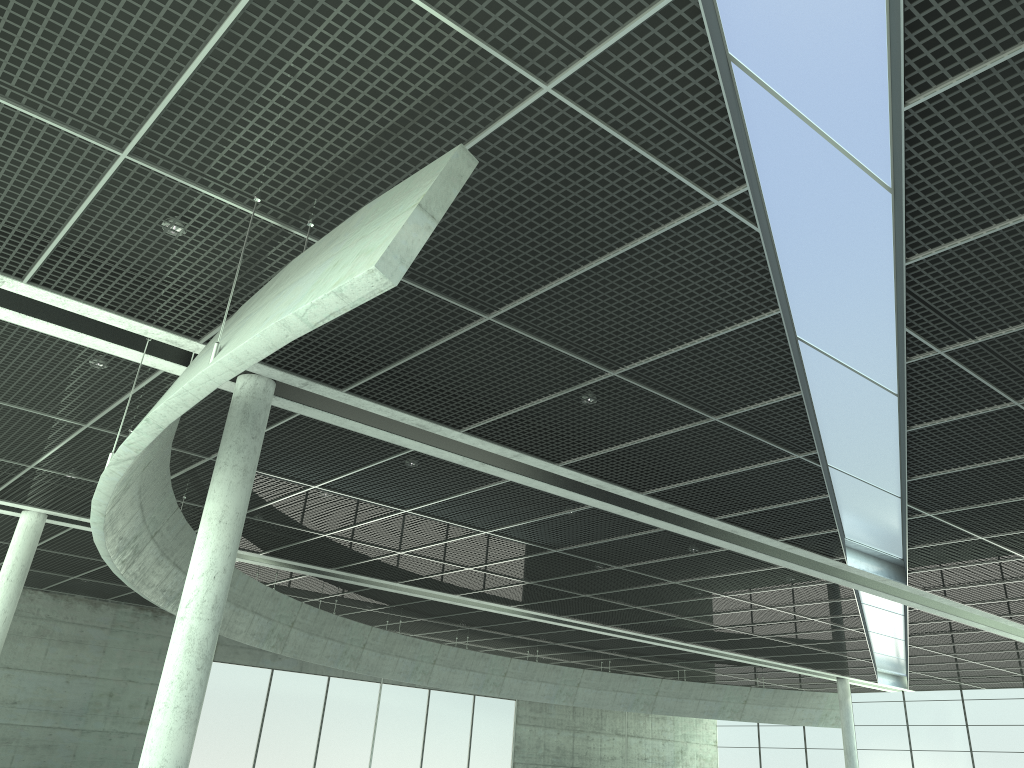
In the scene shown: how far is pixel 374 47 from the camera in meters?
15.1
